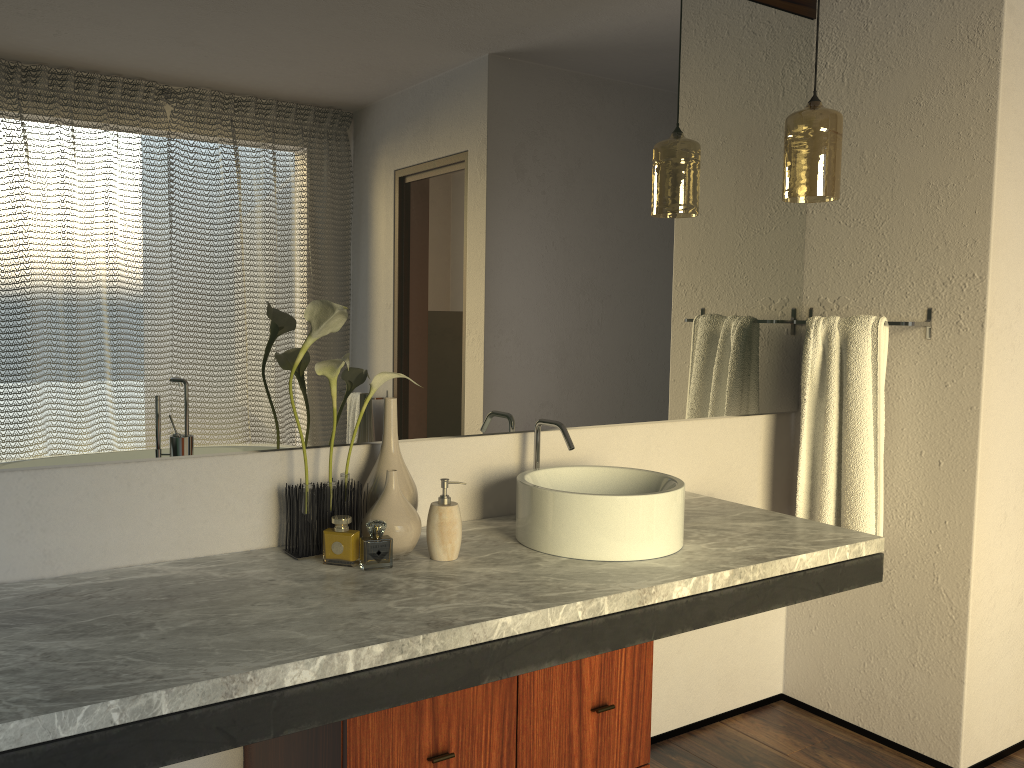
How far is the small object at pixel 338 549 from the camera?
1.7 meters

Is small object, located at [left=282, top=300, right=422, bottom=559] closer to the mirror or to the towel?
the mirror

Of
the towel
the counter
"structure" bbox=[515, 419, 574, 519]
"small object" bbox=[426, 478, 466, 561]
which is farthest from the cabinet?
the towel

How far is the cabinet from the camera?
1.4 meters

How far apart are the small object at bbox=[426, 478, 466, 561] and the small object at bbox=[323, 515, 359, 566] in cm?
16

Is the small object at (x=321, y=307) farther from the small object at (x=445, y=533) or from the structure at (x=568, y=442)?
the structure at (x=568, y=442)

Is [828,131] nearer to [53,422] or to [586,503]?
[586,503]

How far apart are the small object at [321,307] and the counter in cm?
1

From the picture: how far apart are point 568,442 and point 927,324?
1.09m

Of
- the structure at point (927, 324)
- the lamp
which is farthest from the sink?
the structure at point (927, 324)
